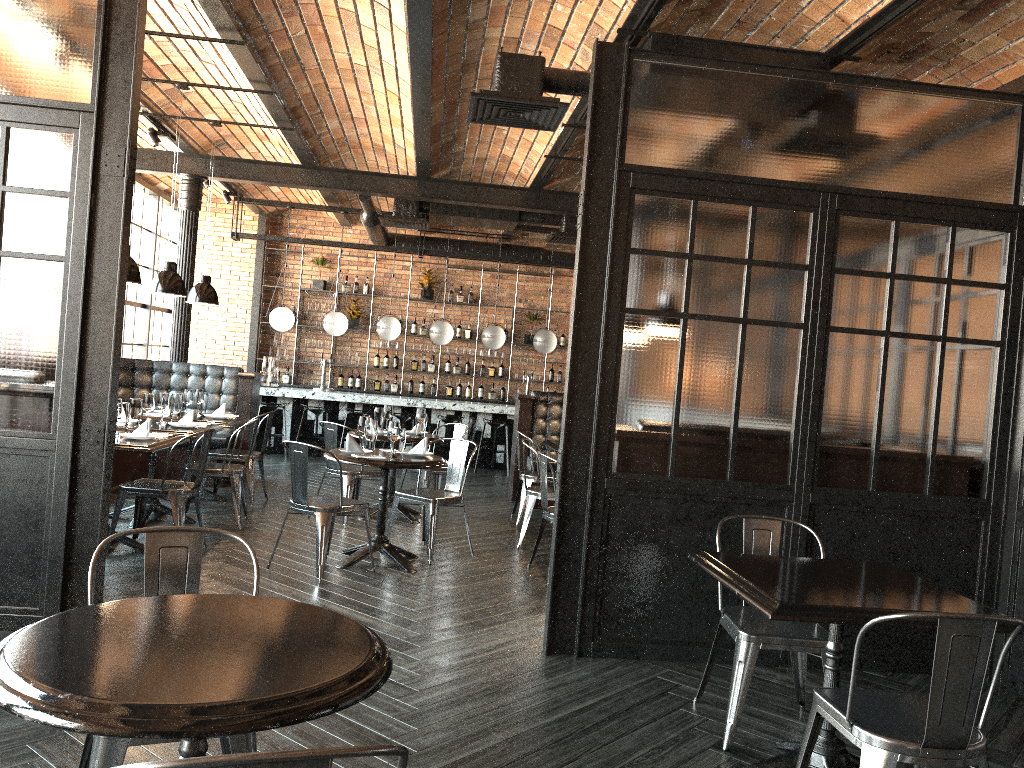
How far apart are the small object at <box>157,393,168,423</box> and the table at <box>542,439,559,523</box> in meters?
3.3

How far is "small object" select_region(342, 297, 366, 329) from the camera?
13.9m

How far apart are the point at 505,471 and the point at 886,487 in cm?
794

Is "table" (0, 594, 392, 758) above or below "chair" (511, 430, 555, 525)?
above

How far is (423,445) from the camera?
6.3 meters

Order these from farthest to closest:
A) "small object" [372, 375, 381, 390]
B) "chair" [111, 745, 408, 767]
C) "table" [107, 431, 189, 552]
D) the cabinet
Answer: "small object" [372, 375, 381, 390] < the cabinet < "table" [107, 431, 189, 552] < "chair" [111, 745, 408, 767]

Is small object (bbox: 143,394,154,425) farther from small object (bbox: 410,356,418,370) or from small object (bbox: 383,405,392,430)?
small object (bbox: 410,356,418,370)

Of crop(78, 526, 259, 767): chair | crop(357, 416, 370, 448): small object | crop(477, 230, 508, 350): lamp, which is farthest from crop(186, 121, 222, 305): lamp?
crop(78, 526, 259, 767): chair

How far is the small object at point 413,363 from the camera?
14.12m

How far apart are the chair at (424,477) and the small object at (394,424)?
2.20m
